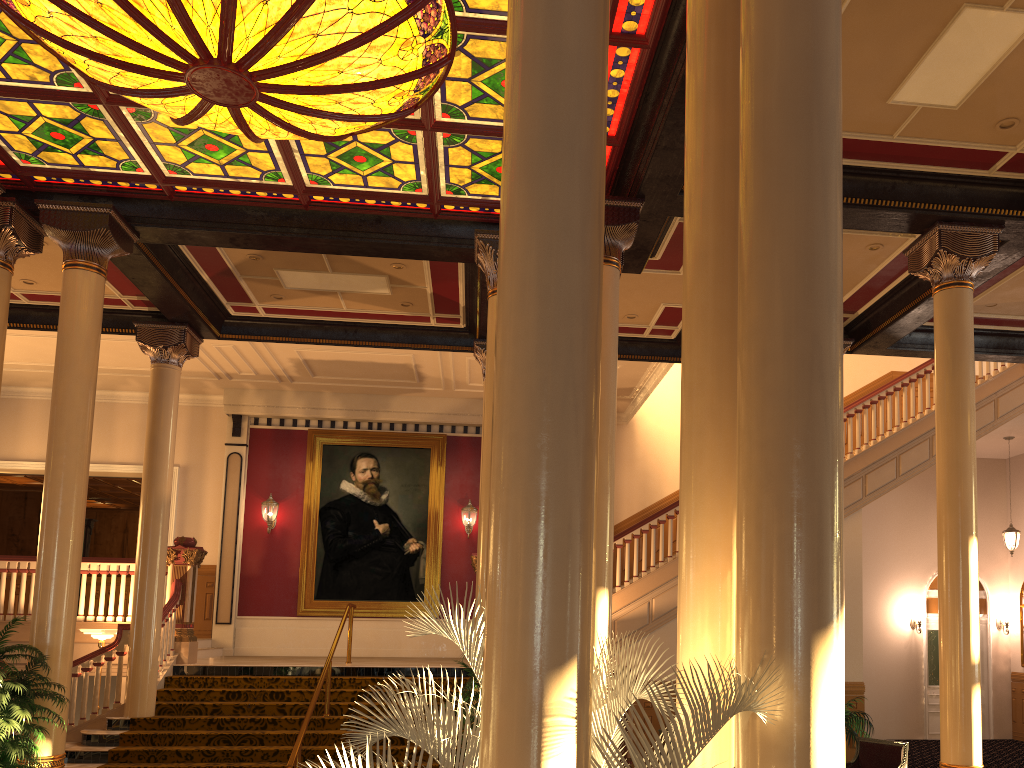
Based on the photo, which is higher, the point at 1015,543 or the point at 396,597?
the point at 1015,543

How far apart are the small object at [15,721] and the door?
14.91m

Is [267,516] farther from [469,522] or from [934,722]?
[934,722]

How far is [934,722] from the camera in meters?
16.3 m

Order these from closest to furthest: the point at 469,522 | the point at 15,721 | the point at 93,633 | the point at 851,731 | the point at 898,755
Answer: the point at 15,721, the point at 898,755, the point at 851,731, the point at 93,633, the point at 469,522

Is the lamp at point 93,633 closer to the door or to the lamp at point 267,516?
the lamp at point 267,516

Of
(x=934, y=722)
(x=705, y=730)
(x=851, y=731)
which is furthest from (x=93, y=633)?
(x=934, y=722)

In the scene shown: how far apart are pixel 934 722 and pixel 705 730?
16.38m

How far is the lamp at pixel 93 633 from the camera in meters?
11.2 m

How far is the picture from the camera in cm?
1580
